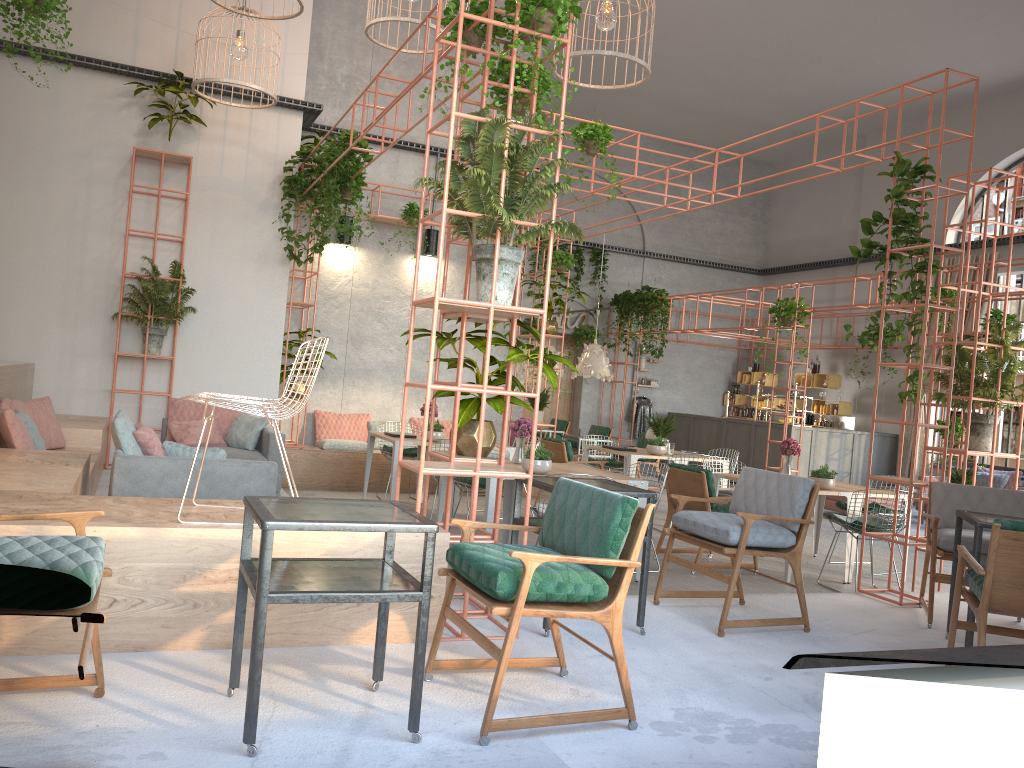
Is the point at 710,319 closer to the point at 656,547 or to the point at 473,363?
the point at 656,547

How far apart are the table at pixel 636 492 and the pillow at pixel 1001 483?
11.1 meters

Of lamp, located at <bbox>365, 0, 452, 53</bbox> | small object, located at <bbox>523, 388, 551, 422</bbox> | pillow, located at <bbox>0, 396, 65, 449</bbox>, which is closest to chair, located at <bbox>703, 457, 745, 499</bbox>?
small object, located at <bbox>523, 388, 551, 422</bbox>

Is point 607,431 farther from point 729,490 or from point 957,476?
point 729,490

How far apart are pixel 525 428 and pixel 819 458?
10.10m

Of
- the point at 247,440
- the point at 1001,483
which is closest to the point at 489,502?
the point at 247,440

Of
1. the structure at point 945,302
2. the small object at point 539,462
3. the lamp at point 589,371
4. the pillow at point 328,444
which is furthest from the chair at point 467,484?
the structure at point 945,302

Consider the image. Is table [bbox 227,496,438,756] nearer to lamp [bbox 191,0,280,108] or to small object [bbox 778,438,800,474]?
small object [bbox 778,438,800,474]

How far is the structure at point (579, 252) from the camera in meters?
18.7

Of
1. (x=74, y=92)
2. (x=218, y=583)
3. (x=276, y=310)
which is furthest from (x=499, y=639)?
(x=74, y=92)
